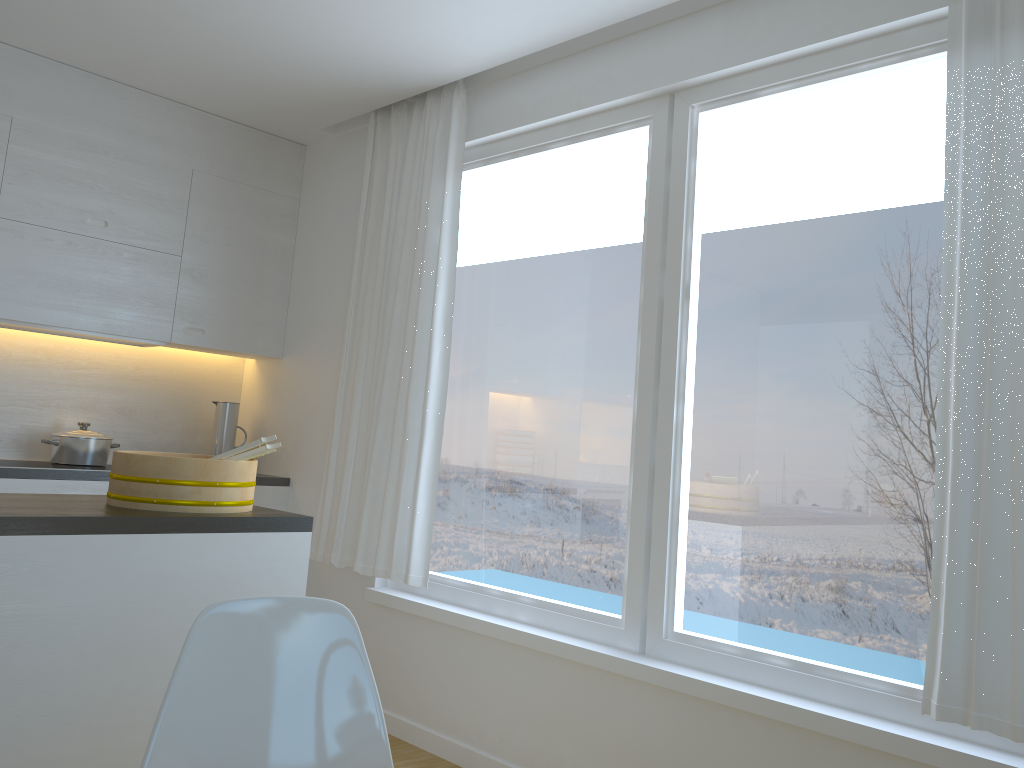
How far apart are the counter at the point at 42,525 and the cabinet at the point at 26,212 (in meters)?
1.31

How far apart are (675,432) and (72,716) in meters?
1.9 m

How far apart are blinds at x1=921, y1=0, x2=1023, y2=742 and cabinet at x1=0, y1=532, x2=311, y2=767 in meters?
1.6 m

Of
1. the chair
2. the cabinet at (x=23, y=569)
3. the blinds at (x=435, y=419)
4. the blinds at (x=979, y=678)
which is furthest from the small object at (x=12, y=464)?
the blinds at (x=979, y=678)

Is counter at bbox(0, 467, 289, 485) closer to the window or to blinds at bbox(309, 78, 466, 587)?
blinds at bbox(309, 78, 466, 587)

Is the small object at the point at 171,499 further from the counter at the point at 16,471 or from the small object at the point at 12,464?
the small object at the point at 12,464

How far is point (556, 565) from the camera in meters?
3.3 m

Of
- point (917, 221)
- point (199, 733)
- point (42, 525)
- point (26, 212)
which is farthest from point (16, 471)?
point (917, 221)

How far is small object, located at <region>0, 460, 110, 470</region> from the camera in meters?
3.7 m

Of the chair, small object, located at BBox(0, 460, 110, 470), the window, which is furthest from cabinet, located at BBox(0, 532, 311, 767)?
small object, located at BBox(0, 460, 110, 470)
